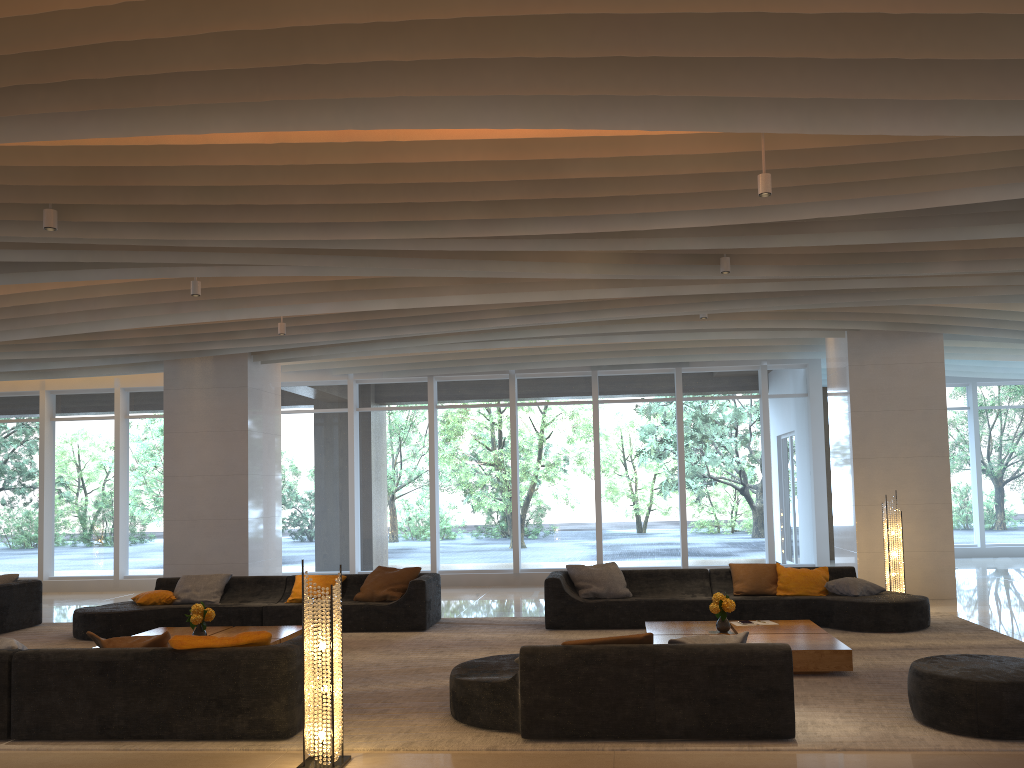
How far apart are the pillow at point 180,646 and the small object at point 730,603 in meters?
4.0 m

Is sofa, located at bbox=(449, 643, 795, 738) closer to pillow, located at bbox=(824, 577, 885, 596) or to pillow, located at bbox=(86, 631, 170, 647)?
pillow, located at bbox=(86, 631, 170, 647)

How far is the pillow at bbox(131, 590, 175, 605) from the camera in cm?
1029

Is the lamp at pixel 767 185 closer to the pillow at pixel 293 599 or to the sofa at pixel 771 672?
the sofa at pixel 771 672

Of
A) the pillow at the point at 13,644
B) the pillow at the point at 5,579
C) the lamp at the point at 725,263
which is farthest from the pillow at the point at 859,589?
the pillow at the point at 5,579

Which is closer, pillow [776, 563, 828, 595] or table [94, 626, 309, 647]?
table [94, 626, 309, 647]

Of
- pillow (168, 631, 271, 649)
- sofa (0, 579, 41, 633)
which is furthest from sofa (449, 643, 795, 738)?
sofa (0, 579, 41, 633)

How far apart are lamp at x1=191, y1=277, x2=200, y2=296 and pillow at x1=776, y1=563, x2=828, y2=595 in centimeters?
687cm

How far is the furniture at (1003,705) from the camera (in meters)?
5.21

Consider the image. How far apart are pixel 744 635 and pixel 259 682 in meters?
3.1 m
